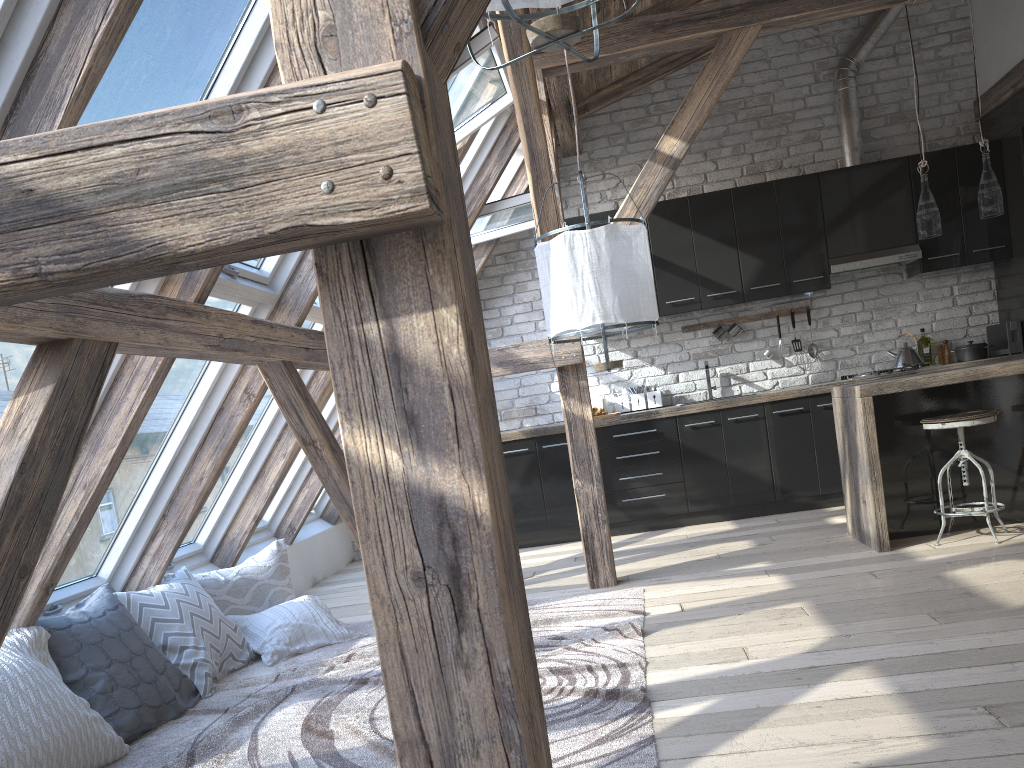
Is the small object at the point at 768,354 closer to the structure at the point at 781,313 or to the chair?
the structure at the point at 781,313

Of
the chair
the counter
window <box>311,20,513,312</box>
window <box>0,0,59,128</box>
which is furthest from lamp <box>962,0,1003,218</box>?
window <box>0,0,59,128</box>

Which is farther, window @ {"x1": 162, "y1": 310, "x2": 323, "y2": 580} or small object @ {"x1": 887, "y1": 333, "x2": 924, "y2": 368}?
small object @ {"x1": 887, "y1": 333, "x2": 924, "y2": 368}

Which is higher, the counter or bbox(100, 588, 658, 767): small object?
the counter

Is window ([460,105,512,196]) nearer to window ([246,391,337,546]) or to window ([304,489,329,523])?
window ([246,391,337,546])

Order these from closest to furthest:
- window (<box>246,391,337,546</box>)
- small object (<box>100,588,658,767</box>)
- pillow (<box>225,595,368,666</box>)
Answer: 1. small object (<box>100,588,658,767</box>)
2. pillow (<box>225,595,368,666</box>)
3. window (<box>246,391,337,546</box>)

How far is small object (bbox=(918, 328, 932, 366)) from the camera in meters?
6.4 m

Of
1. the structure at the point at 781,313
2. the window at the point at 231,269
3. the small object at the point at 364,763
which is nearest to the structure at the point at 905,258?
the structure at the point at 781,313

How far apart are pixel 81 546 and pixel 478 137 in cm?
331

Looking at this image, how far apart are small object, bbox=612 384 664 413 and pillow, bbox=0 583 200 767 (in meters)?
3.85
